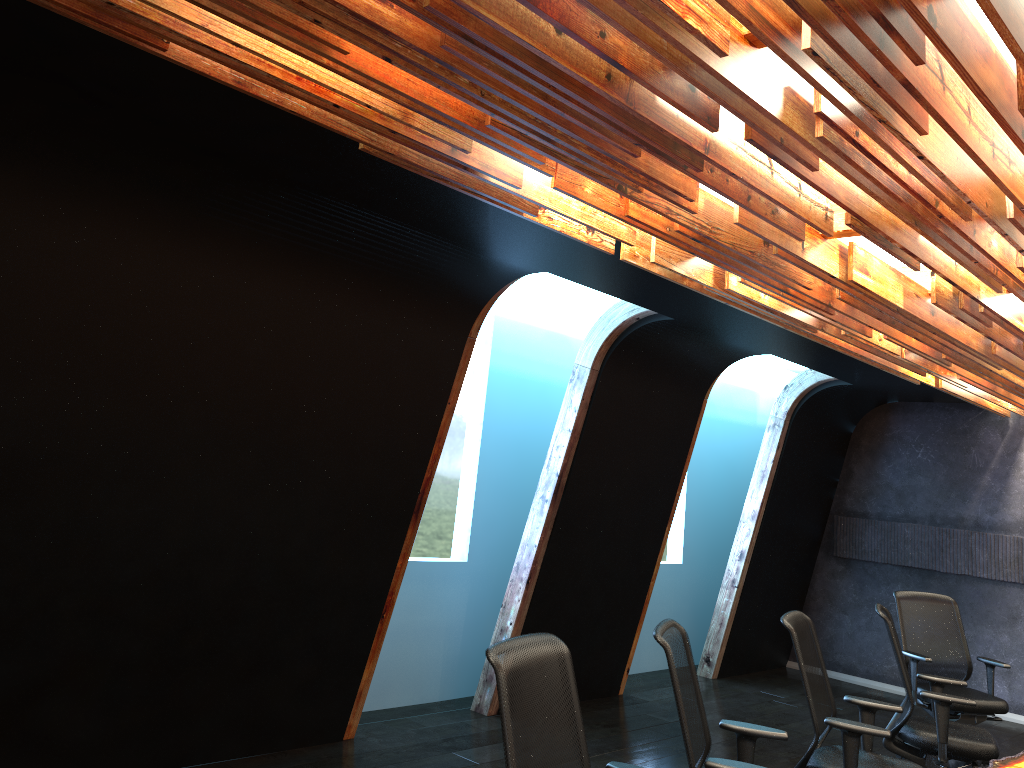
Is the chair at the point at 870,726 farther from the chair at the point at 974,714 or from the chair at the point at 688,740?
the chair at the point at 974,714

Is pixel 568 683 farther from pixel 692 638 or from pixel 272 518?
pixel 692 638

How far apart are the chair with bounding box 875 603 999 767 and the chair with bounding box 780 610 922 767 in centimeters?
63cm

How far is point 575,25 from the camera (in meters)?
2.23

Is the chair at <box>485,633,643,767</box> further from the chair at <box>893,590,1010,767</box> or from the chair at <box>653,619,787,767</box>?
the chair at <box>893,590,1010,767</box>

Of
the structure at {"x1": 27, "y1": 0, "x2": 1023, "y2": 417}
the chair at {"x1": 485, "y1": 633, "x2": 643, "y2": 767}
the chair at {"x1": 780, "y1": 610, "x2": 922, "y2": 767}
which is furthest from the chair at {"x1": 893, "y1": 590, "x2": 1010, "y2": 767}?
the chair at {"x1": 485, "y1": 633, "x2": 643, "y2": 767}

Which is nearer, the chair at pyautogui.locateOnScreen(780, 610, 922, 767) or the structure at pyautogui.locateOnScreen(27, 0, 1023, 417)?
the structure at pyautogui.locateOnScreen(27, 0, 1023, 417)

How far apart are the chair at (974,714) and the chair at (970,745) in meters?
0.8

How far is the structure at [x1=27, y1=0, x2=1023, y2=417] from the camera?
2.2m

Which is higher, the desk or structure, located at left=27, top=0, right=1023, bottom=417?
structure, located at left=27, top=0, right=1023, bottom=417
